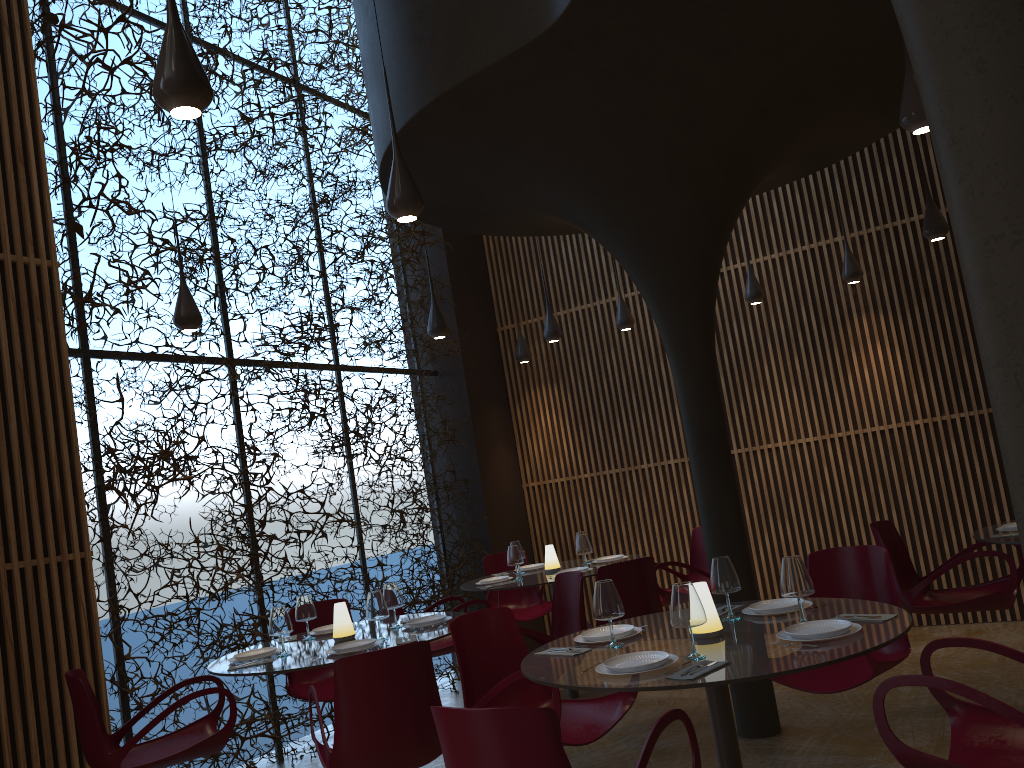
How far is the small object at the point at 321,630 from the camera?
6.0 meters

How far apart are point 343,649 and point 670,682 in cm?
243

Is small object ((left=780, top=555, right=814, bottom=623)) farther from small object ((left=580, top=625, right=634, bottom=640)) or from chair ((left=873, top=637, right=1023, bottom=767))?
small object ((left=580, top=625, right=634, bottom=640))

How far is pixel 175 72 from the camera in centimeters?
294cm

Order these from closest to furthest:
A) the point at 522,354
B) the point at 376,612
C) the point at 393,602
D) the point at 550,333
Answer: the point at 376,612 < the point at 393,602 < the point at 550,333 < the point at 522,354

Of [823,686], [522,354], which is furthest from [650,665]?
[522,354]

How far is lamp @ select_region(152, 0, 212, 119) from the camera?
2.9m

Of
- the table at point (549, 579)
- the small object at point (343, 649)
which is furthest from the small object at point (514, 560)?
the small object at point (343, 649)

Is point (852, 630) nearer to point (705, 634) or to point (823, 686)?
point (705, 634)

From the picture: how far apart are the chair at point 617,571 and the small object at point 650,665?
2.7m
